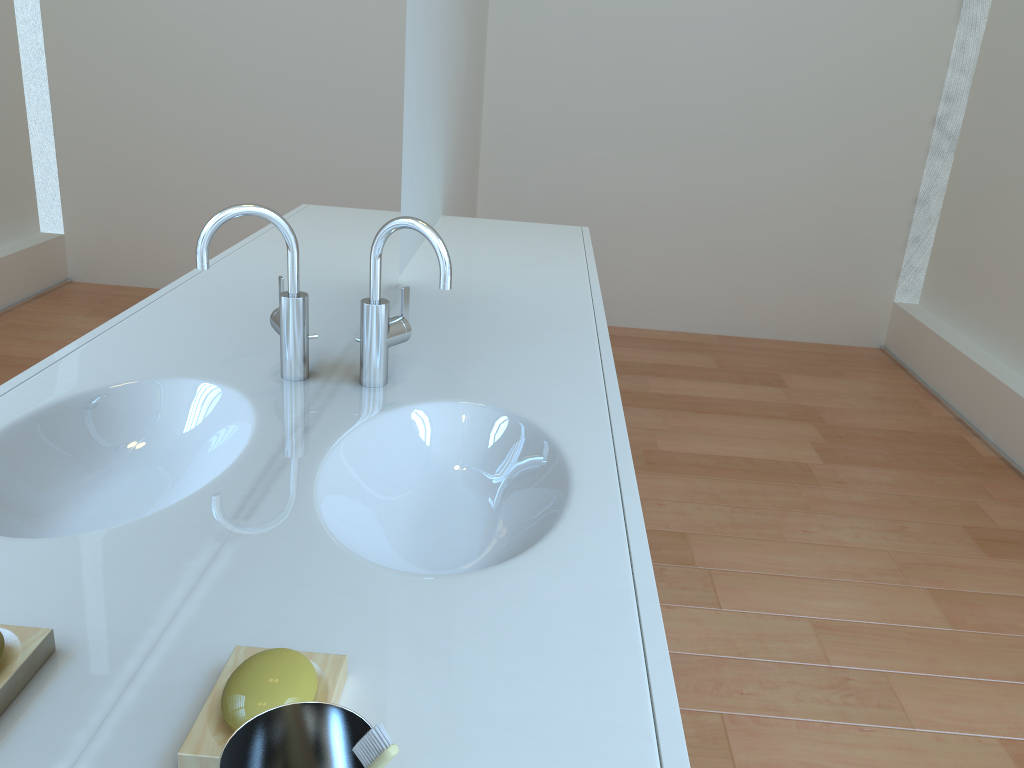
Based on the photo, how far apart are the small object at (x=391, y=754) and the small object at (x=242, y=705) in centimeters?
21cm

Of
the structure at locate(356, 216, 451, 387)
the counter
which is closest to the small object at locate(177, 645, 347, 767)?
the counter

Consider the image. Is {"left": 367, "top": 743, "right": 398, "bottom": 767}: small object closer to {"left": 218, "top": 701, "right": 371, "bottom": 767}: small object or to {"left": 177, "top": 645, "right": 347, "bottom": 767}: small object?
{"left": 218, "top": 701, "right": 371, "bottom": 767}: small object

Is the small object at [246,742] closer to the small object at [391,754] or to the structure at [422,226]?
the small object at [391,754]

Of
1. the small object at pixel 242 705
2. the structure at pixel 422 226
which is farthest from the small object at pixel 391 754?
the structure at pixel 422 226

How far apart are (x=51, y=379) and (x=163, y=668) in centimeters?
30cm

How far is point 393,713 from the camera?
0.71m

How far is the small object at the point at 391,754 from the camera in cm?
46

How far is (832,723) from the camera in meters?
1.8 m

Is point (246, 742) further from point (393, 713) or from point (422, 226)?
point (422, 226)
